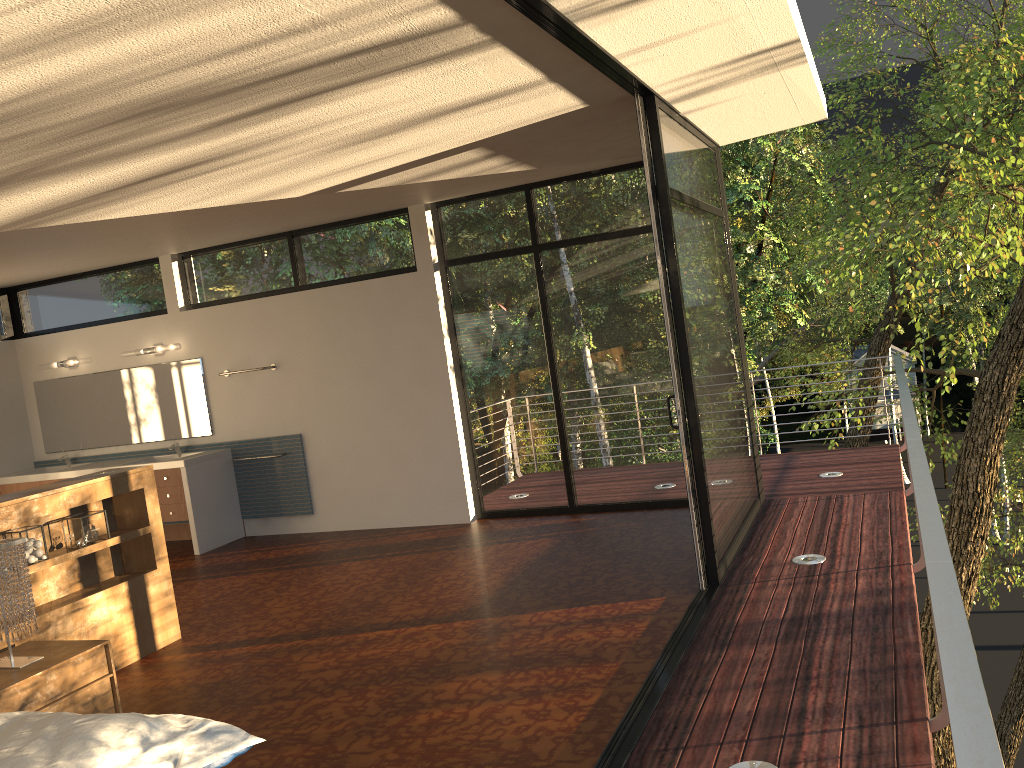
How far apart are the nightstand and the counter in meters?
3.2 m

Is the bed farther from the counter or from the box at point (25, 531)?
the counter

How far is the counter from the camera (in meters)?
7.25

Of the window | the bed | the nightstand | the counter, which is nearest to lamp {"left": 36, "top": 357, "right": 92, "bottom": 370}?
the window

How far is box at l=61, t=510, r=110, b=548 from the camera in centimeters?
454cm

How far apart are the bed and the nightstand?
1.2 meters

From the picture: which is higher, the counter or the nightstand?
the counter

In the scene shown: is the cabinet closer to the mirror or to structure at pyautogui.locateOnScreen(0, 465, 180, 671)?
the mirror

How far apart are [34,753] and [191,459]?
5.3m

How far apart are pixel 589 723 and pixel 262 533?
5.12m
